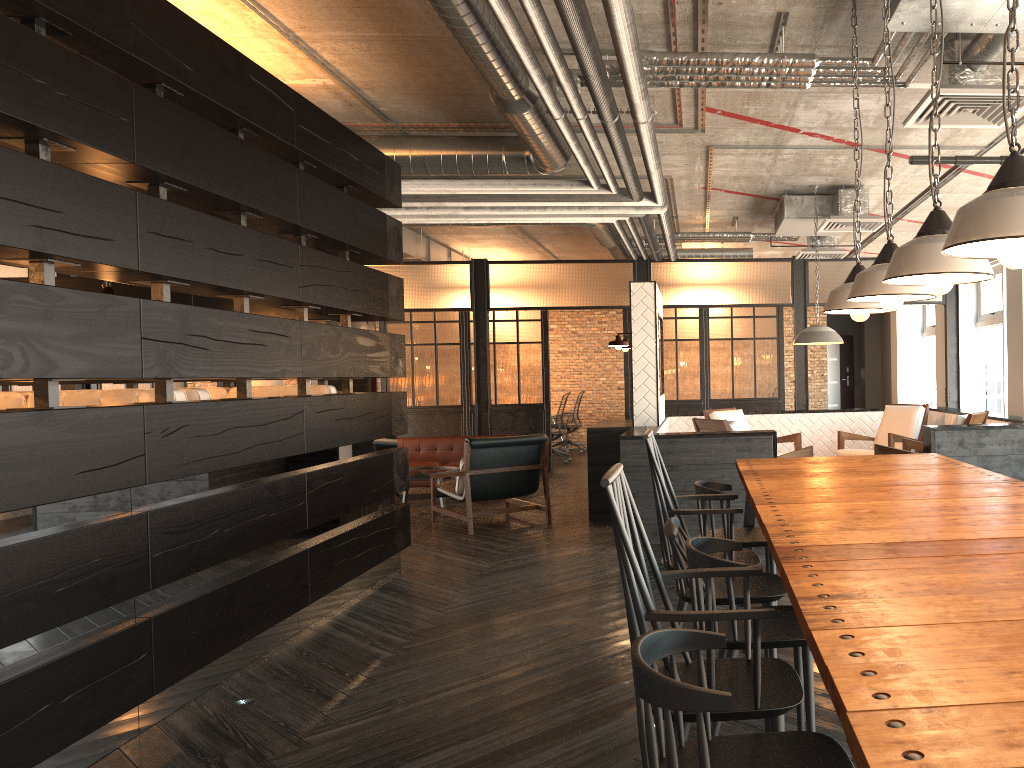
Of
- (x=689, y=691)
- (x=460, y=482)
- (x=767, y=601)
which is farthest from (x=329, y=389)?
(x=689, y=691)

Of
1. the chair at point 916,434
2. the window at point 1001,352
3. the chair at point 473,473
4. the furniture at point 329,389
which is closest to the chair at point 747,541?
the furniture at point 329,389

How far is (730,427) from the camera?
6.6 meters

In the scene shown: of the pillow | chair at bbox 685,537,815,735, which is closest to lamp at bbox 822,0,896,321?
chair at bbox 685,537,815,735

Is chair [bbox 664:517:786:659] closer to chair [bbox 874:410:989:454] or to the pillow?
chair [bbox 874:410:989:454]

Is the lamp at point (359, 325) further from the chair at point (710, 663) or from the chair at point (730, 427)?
the chair at point (710, 663)

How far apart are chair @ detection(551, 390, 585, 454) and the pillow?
6.9m

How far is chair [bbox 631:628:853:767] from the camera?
1.4 meters

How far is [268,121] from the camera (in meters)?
4.41

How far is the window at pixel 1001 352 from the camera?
9.73m
